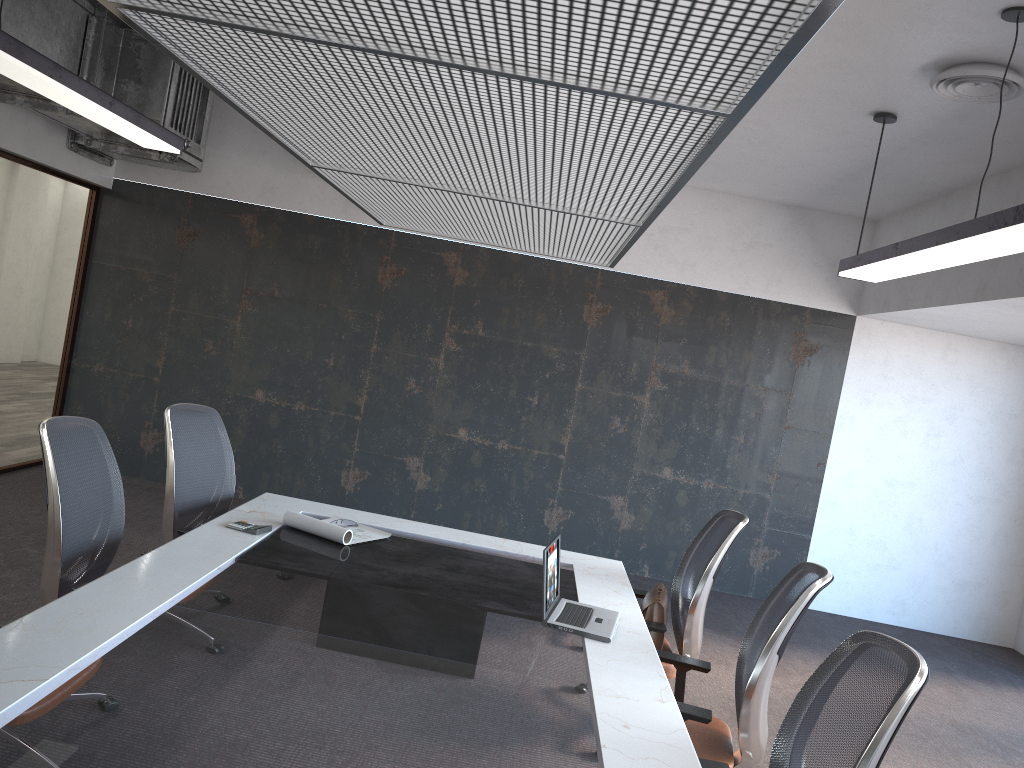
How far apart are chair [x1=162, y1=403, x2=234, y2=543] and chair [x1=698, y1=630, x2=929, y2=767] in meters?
2.5

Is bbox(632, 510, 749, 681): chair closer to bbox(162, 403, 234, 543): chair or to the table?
the table

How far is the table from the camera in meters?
2.0 m

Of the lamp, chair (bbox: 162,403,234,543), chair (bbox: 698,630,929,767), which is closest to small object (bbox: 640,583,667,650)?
chair (bbox: 698,630,929,767)

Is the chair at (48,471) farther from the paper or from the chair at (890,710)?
the chair at (890,710)

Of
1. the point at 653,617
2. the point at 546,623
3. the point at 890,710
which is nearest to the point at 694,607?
the point at 653,617

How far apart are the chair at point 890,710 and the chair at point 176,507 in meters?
2.5 m

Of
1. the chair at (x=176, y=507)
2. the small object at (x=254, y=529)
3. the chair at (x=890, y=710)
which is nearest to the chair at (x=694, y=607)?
the chair at (x=890, y=710)

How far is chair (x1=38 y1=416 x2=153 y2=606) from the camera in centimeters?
313cm

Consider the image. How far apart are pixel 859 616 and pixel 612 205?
5.8 meters
